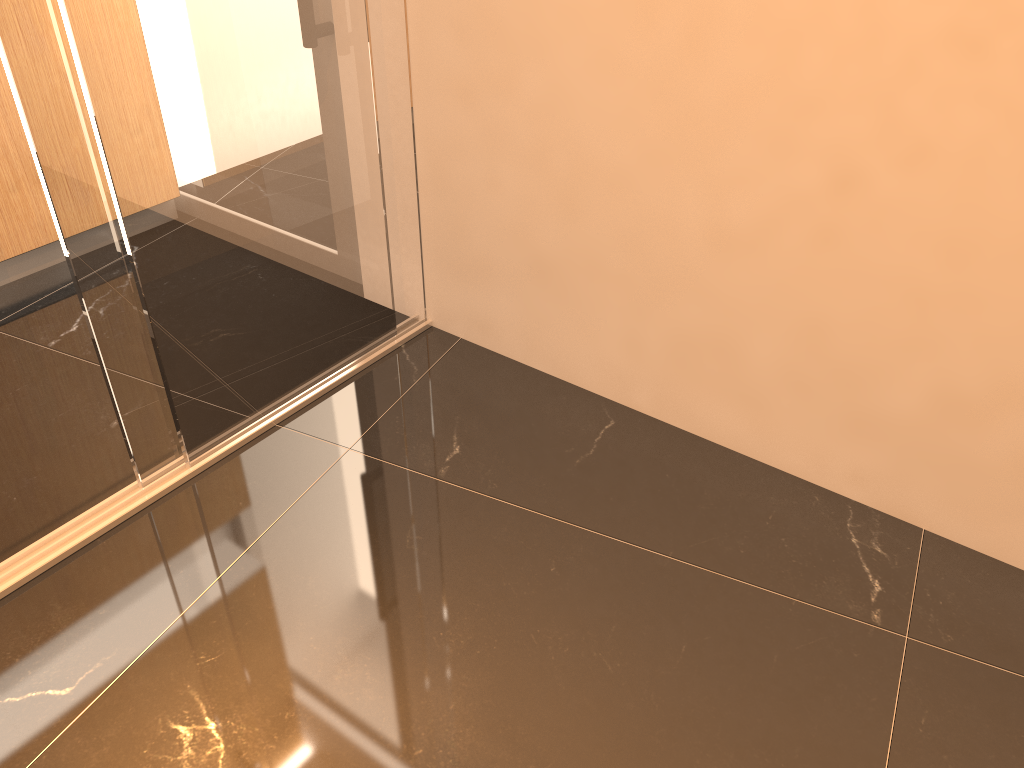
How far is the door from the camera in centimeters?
156cm

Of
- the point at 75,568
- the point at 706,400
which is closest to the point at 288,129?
the point at 75,568

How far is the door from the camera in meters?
1.6 m

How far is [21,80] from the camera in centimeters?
156cm
